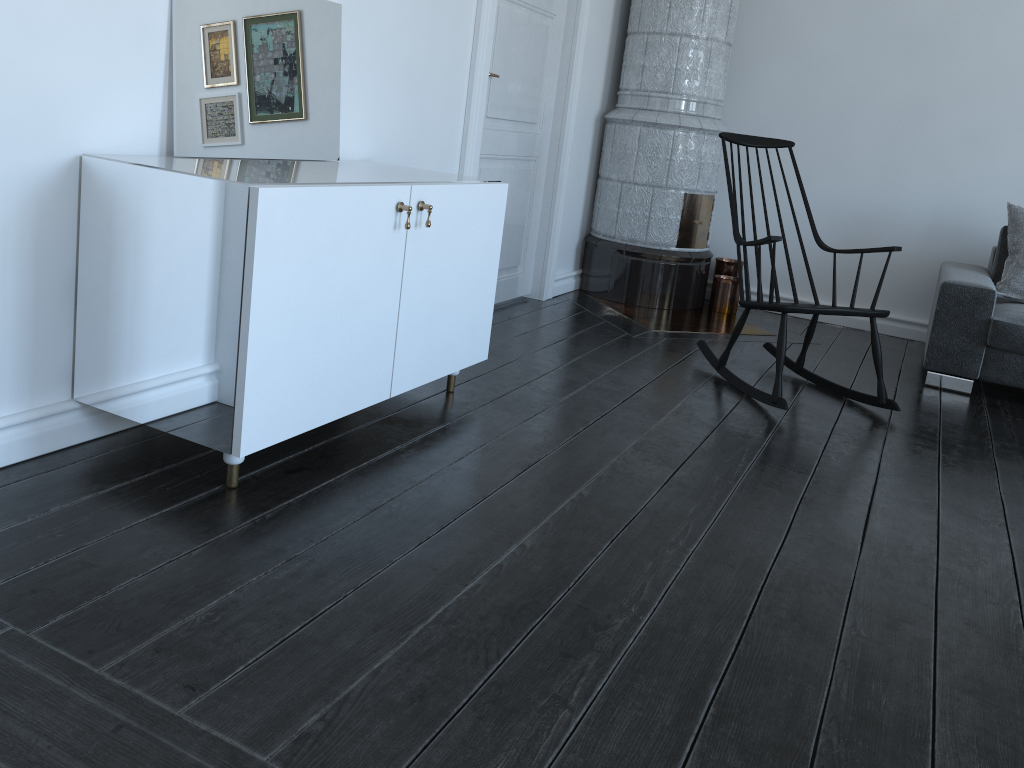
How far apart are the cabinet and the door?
0.9m

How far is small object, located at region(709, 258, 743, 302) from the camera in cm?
516

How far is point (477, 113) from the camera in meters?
3.7 m

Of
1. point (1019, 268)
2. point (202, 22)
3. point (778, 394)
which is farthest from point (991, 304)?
point (202, 22)

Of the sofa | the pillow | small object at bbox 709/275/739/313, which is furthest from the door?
the pillow

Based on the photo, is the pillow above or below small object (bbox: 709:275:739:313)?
above

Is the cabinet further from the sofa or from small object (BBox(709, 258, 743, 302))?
the sofa

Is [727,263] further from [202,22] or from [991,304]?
[202,22]

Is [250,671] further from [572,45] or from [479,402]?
[572,45]

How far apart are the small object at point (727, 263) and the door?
1.1m
